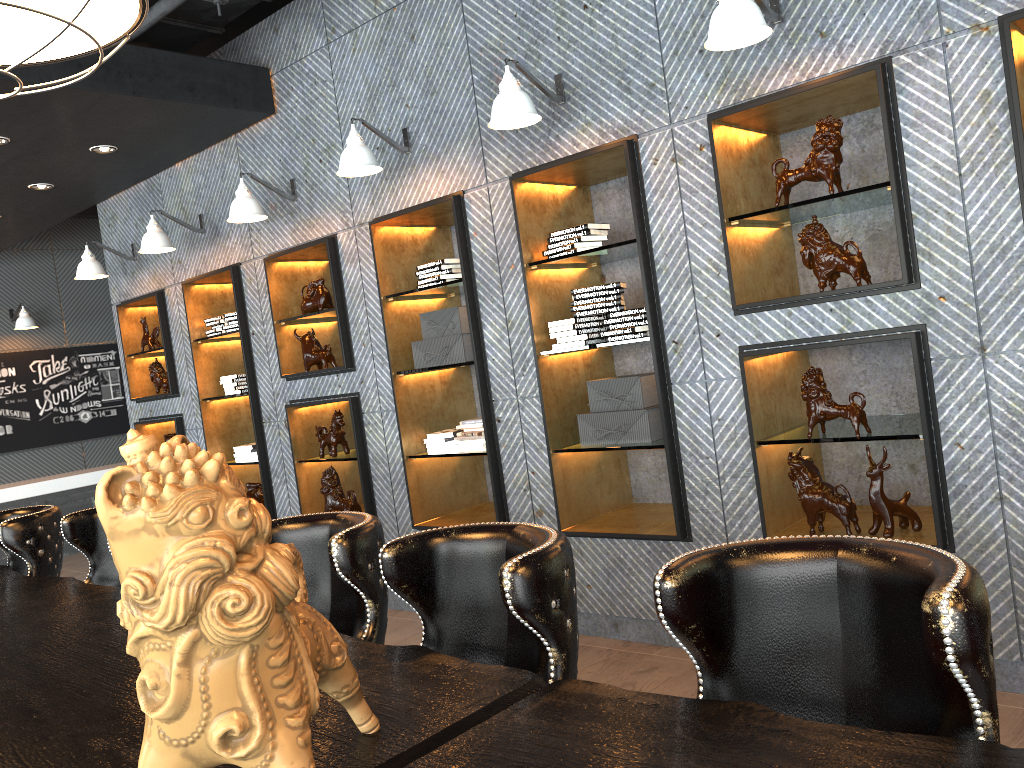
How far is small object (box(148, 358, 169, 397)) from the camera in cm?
711

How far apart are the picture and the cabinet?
0.61m

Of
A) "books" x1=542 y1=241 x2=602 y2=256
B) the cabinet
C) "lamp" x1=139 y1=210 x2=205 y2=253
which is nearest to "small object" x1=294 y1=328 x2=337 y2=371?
"lamp" x1=139 y1=210 x2=205 y2=253

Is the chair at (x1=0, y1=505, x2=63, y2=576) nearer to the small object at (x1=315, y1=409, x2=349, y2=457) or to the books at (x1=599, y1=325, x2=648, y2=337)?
the small object at (x1=315, y1=409, x2=349, y2=457)

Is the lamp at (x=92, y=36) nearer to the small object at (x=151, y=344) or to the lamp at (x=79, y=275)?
the lamp at (x=79, y=275)

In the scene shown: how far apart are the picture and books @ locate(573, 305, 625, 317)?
8.2m

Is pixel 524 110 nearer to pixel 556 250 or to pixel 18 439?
pixel 556 250

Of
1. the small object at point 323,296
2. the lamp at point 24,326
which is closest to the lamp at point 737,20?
the small object at point 323,296

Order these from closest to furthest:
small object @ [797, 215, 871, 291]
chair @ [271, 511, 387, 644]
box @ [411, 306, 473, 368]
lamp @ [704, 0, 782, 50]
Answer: chair @ [271, 511, 387, 644]
lamp @ [704, 0, 782, 50]
small object @ [797, 215, 871, 291]
box @ [411, 306, 473, 368]

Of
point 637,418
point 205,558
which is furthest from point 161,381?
point 205,558
